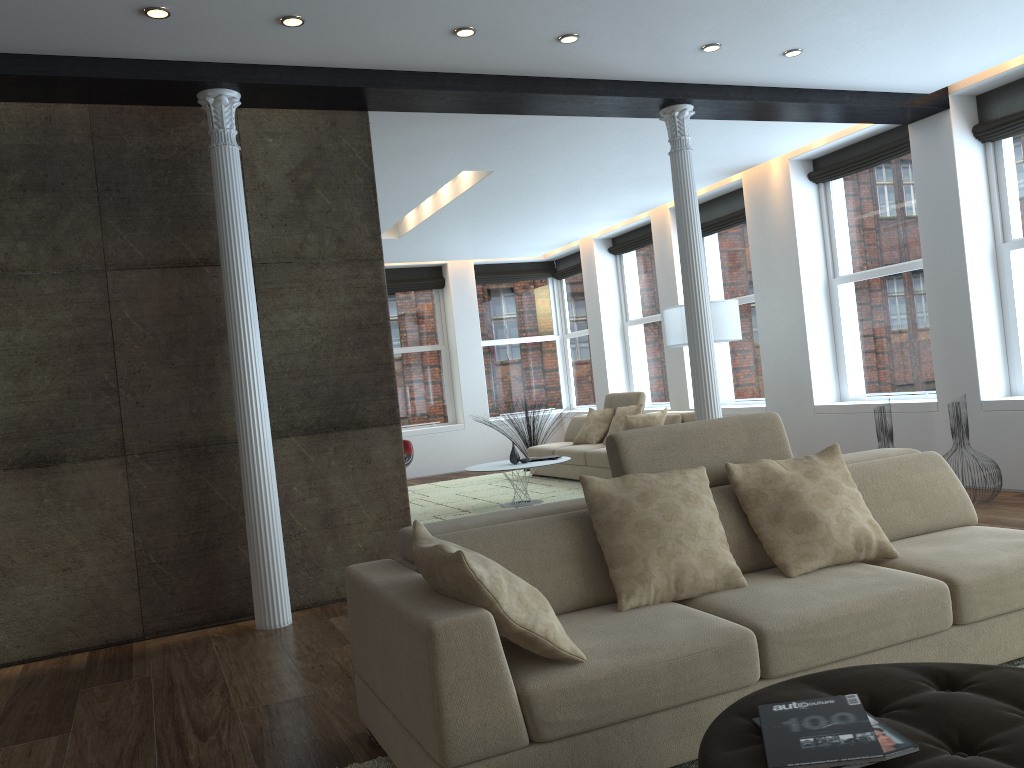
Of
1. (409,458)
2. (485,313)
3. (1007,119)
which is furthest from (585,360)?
(1007,119)

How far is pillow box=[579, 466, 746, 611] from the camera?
2.9 meters

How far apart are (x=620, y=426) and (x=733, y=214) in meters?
2.6 m

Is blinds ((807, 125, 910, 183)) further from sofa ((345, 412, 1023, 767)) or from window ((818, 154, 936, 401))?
sofa ((345, 412, 1023, 767))

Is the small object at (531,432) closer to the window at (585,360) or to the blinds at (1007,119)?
the window at (585,360)

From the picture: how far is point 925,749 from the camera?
1.8m

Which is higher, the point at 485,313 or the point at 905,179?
the point at 905,179

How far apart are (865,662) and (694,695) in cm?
64

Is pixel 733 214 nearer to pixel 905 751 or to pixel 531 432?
pixel 531 432

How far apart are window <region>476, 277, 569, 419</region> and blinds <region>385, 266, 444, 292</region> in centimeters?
67cm
